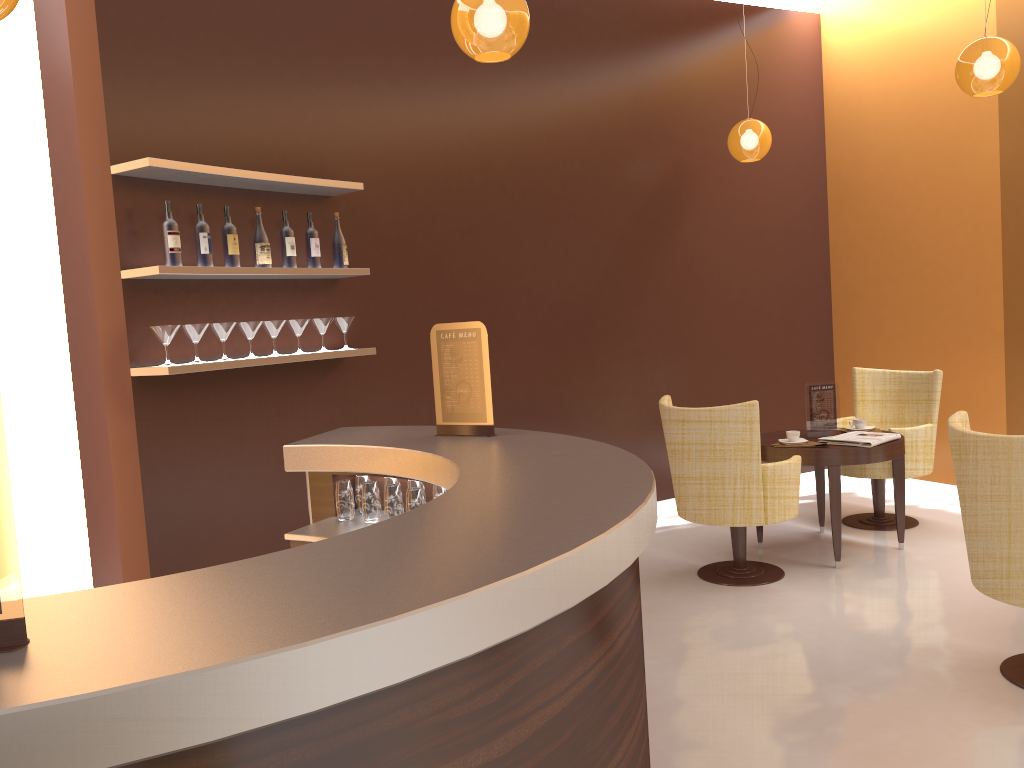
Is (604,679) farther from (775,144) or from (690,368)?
(775,144)

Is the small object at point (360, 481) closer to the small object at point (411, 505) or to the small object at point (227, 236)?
the small object at point (411, 505)

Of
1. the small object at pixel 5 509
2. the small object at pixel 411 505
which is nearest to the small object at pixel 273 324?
the small object at pixel 411 505

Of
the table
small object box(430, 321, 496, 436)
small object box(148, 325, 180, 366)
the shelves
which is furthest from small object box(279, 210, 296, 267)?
the table

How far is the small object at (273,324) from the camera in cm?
432

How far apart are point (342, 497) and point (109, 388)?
1.4 meters

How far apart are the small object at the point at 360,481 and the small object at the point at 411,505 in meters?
0.4 m

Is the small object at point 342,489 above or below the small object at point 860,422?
above

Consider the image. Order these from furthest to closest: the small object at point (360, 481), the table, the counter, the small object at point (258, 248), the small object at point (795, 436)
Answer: the small object at point (795, 436) < the table < the small object at point (258, 248) < the small object at point (360, 481) < the counter

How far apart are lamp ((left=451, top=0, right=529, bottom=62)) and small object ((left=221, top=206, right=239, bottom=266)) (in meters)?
1.46
